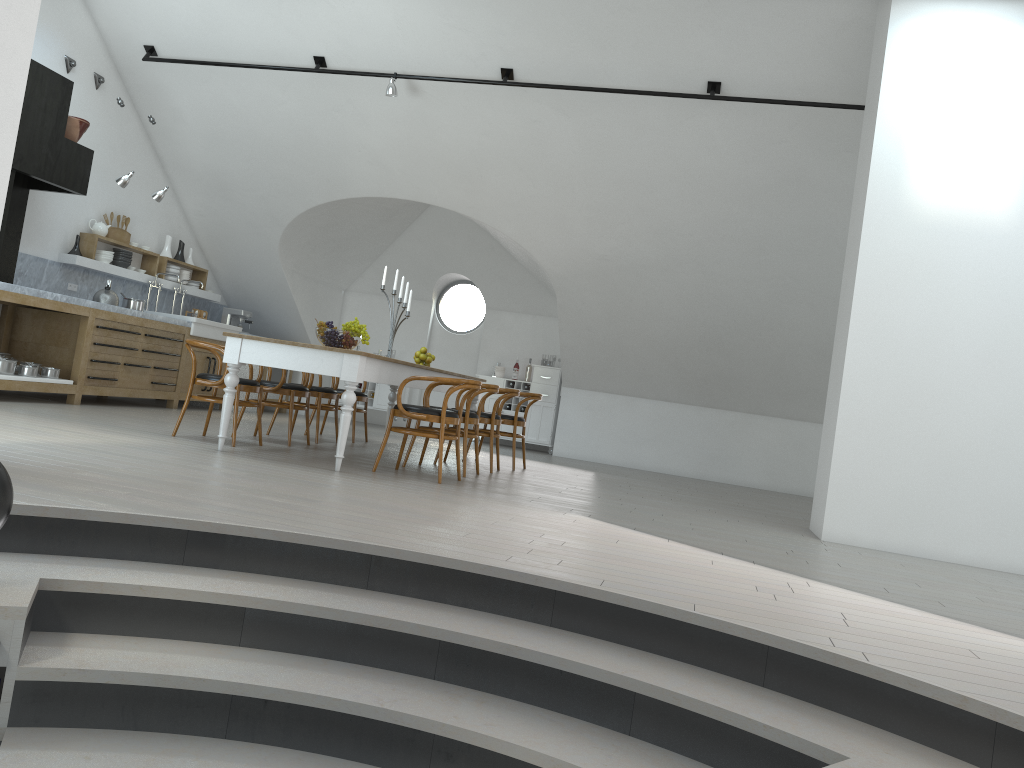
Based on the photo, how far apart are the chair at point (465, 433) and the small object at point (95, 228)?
5.0 meters

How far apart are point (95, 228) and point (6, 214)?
1.8 meters

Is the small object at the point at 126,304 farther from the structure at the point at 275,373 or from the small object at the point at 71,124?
the structure at the point at 275,373

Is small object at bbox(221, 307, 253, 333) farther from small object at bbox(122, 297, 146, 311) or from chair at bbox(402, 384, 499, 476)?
chair at bbox(402, 384, 499, 476)

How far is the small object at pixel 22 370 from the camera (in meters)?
7.53

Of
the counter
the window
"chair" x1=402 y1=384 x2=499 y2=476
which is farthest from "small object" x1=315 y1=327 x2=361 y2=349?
the window

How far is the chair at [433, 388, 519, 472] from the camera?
7.5m

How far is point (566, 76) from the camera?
8.05m

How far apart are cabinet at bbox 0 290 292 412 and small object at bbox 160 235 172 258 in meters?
1.3 m

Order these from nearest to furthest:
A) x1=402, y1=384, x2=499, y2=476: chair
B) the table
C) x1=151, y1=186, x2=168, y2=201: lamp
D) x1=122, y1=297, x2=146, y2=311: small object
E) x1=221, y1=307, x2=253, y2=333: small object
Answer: the table
x1=402, y1=384, x2=499, y2=476: chair
x1=151, y1=186, x2=168, y2=201: lamp
x1=122, y1=297, x2=146, y2=311: small object
x1=221, y1=307, x2=253, y2=333: small object
